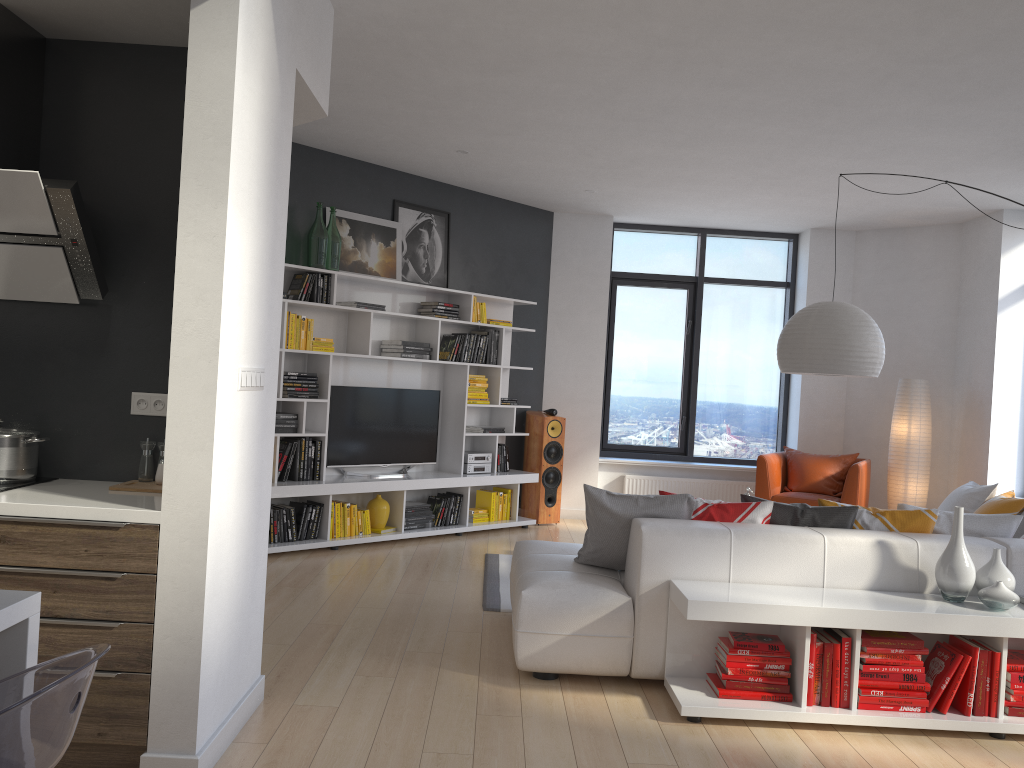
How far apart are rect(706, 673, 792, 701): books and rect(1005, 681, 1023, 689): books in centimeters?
90cm

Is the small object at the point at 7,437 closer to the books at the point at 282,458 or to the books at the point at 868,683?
the books at the point at 282,458

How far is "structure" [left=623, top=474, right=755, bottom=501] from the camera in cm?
877

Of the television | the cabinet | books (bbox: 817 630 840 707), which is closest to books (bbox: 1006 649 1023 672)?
books (bbox: 817 630 840 707)

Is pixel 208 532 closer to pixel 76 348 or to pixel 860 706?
pixel 76 348

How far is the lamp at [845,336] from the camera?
4.9m

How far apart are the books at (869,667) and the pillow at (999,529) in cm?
86

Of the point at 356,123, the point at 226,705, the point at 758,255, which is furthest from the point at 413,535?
the point at 758,255

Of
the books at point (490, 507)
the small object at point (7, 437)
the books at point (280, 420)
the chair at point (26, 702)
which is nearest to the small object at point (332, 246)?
the books at point (280, 420)

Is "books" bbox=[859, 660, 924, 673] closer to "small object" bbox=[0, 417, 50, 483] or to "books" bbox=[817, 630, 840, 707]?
"books" bbox=[817, 630, 840, 707]
